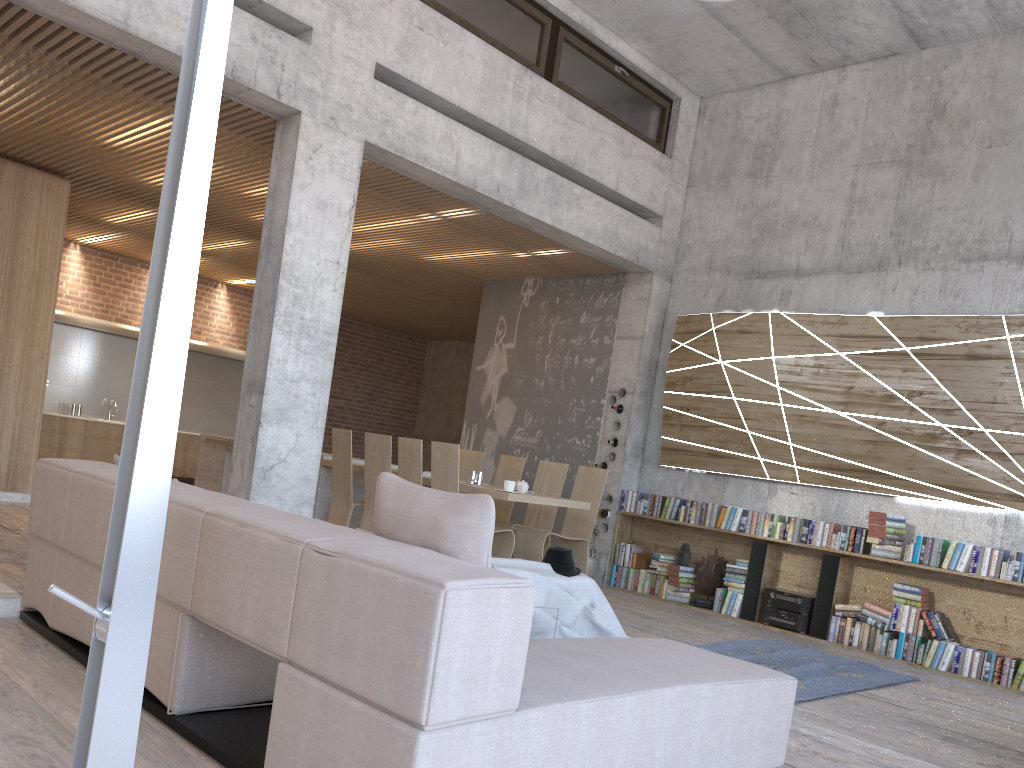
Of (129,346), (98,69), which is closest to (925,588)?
(98,69)

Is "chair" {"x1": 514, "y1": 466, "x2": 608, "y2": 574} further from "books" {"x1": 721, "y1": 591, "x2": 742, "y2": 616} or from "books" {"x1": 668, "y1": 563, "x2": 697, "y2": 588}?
"books" {"x1": 721, "y1": 591, "x2": 742, "y2": 616}

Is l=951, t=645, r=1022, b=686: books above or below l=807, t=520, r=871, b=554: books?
below

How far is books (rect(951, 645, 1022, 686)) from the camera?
6.3 meters

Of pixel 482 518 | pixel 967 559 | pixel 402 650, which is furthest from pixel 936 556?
pixel 402 650

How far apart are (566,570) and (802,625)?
3.07m

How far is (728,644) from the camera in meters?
6.3 m

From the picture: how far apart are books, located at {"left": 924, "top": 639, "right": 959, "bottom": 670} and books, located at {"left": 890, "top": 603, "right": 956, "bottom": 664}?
0.05m

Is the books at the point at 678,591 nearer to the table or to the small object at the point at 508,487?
the table

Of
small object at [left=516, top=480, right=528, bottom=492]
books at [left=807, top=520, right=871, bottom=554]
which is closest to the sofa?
small object at [left=516, top=480, right=528, bottom=492]
